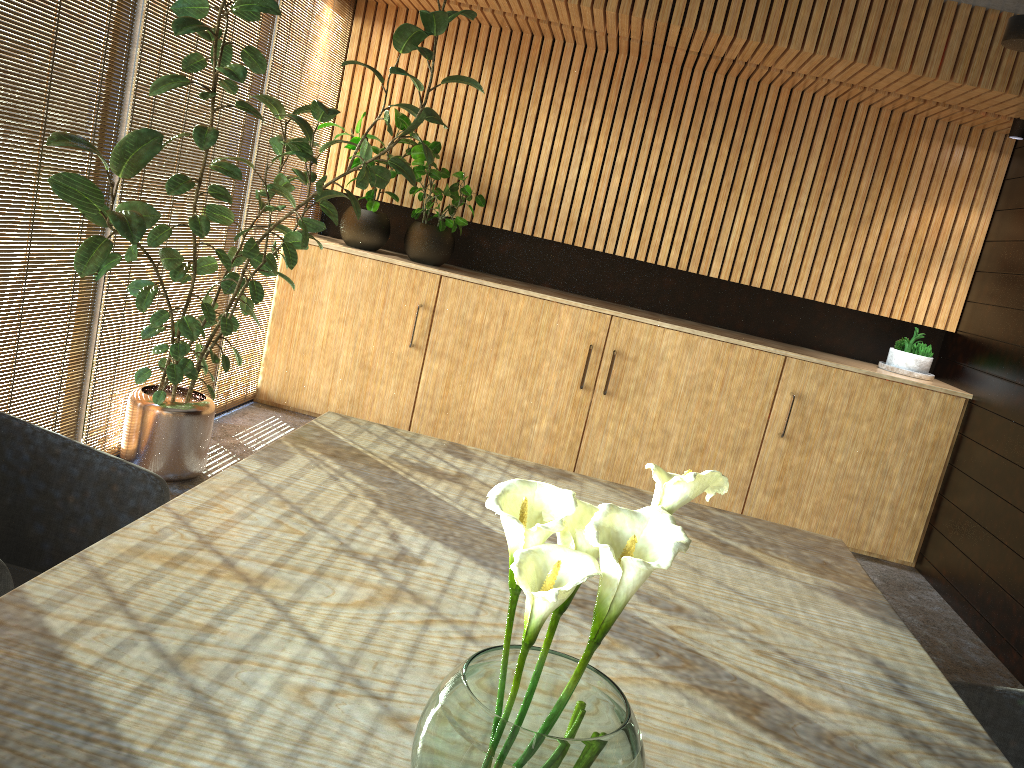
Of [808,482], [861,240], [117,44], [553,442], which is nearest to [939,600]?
[808,482]

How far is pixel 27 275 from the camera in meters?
3.7 m

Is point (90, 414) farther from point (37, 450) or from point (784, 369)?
point (784, 369)

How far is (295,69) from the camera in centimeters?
587cm

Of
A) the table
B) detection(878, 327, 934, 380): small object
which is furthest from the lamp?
the table

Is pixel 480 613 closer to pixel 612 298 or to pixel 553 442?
pixel 553 442

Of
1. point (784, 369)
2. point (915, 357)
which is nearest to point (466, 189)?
point (784, 369)

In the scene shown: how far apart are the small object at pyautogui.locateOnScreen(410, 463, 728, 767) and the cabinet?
4.96m

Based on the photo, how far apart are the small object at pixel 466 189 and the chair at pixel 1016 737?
4.7 meters

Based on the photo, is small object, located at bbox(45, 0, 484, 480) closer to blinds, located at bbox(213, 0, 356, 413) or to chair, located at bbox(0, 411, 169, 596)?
blinds, located at bbox(213, 0, 356, 413)
